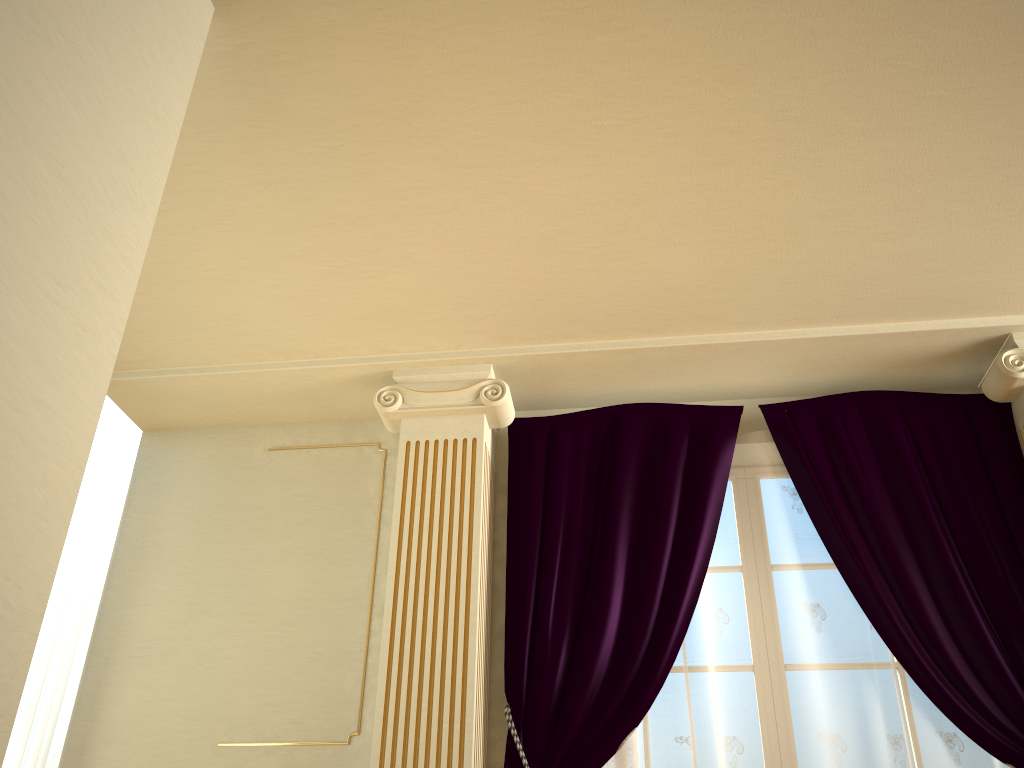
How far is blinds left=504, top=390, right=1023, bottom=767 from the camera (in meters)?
3.18

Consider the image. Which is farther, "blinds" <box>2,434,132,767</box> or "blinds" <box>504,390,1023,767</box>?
"blinds" <box>2,434,132,767</box>

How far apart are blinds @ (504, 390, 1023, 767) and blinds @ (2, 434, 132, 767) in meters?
1.8

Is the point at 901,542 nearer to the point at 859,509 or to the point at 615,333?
the point at 859,509

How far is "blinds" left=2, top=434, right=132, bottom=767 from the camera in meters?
3.4 m

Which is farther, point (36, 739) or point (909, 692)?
point (36, 739)

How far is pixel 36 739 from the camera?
3.4 meters

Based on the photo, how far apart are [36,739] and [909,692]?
3.25m

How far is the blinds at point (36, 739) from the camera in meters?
3.4
